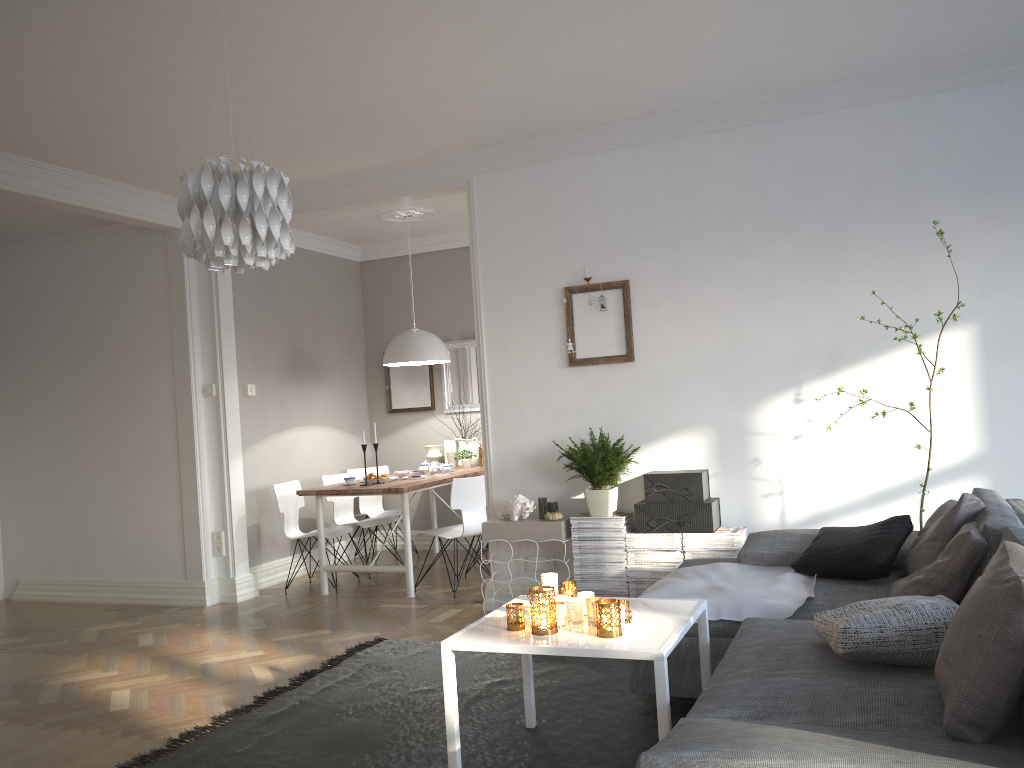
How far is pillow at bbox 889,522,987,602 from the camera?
2.9m

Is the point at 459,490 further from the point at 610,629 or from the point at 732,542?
the point at 610,629

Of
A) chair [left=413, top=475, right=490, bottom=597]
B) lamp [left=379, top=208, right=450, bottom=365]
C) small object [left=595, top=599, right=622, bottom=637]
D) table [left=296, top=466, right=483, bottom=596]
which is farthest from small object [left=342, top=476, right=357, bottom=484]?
small object [left=595, top=599, right=622, bottom=637]

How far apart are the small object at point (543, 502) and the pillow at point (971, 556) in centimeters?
217cm

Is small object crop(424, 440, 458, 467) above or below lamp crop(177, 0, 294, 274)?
below

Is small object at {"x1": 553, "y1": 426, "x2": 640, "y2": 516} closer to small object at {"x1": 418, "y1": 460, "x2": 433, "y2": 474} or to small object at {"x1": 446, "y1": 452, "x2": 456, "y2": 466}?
small object at {"x1": 418, "y1": 460, "x2": 433, "y2": 474}

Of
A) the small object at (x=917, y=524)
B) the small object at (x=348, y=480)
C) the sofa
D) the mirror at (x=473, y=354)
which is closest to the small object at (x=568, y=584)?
the sofa

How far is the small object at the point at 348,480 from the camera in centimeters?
635cm

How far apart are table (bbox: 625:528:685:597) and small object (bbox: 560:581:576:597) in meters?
1.7

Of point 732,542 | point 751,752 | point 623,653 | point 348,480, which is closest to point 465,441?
point 348,480
